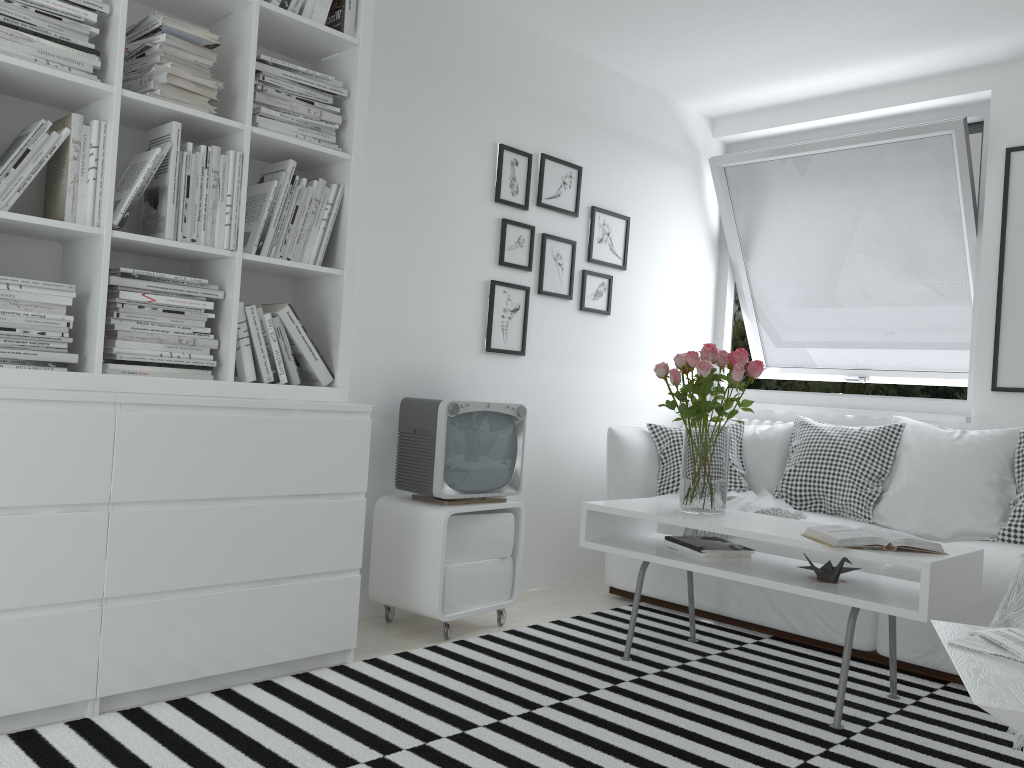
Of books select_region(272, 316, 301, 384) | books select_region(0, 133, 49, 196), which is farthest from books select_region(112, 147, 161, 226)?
books select_region(272, 316, 301, 384)

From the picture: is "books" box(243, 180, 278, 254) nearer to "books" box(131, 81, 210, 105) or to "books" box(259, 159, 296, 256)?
"books" box(259, 159, 296, 256)

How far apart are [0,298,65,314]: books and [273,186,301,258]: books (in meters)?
0.65

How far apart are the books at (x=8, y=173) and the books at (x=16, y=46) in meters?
0.2 m

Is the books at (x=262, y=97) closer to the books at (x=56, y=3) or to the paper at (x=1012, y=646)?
the books at (x=56, y=3)

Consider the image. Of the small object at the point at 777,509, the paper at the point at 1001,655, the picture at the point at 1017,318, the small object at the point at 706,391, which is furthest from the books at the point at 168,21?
the picture at the point at 1017,318

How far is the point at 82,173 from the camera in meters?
2.3

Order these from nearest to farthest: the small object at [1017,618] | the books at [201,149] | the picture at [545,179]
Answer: the small object at [1017,618], the books at [201,149], the picture at [545,179]

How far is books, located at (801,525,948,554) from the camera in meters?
2.5 m

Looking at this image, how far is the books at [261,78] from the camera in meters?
2.7 m
